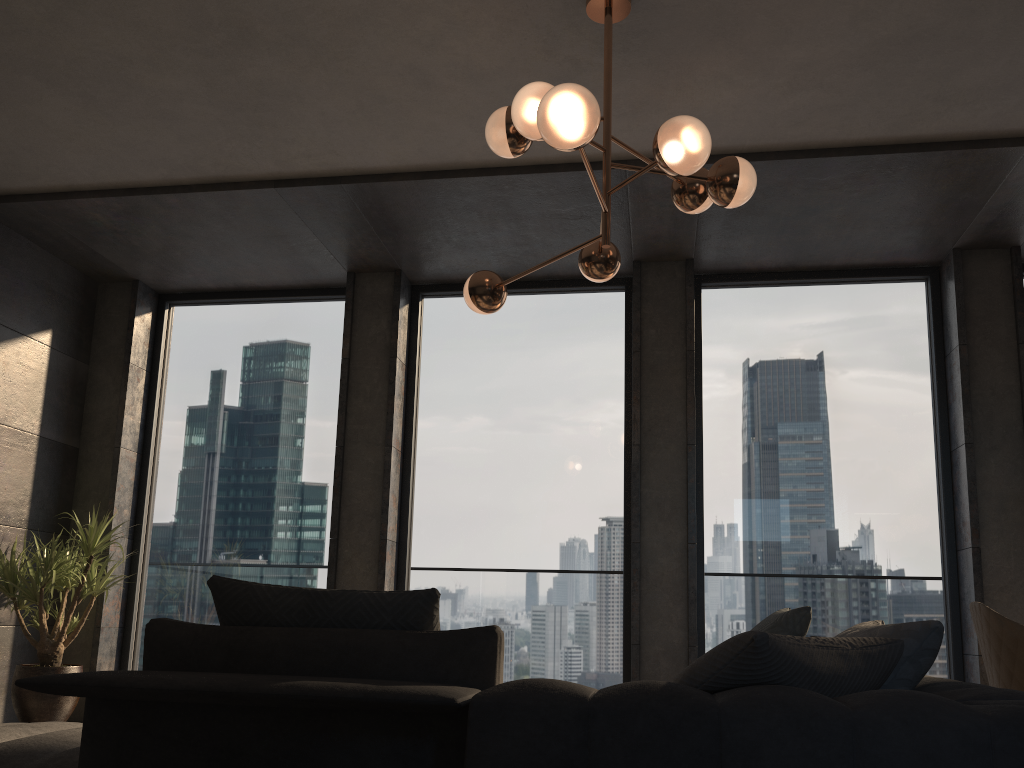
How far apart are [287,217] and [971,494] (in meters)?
4.29

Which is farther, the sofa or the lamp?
the lamp

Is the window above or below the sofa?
above

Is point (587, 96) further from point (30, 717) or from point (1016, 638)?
point (30, 717)

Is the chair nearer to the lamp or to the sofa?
the sofa

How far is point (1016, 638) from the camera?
3.1 meters

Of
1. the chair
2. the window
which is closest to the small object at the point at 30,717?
the window

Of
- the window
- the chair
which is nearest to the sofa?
the chair

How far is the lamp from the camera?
2.63m

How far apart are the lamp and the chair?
1.7m
